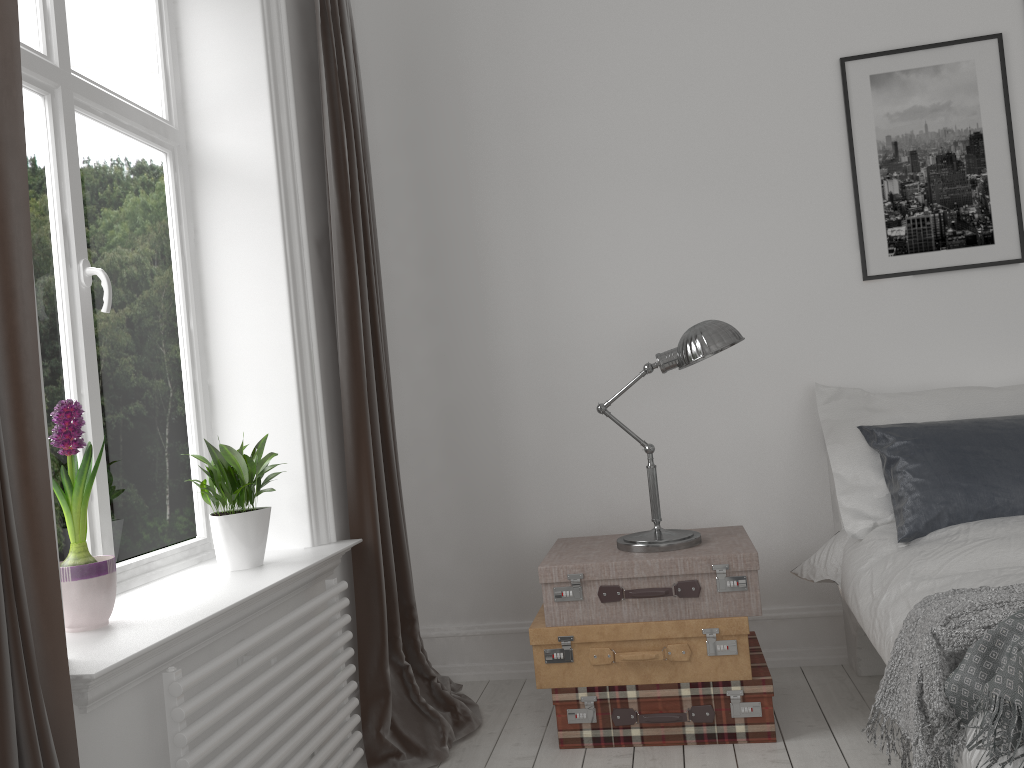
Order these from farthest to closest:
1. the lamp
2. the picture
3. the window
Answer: the picture < the lamp < the window

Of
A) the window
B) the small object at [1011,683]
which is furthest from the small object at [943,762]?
the window

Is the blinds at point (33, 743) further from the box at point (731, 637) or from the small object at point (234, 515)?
the box at point (731, 637)

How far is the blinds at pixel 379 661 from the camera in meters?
2.7

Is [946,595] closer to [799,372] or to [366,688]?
[799,372]

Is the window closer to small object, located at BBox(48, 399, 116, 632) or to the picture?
small object, located at BBox(48, 399, 116, 632)

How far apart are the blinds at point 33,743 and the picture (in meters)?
2.70

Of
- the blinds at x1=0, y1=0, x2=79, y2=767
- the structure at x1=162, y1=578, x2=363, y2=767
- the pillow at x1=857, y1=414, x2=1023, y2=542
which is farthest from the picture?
the blinds at x1=0, y1=0, x2=79, y2=767

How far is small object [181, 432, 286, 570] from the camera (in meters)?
2.36

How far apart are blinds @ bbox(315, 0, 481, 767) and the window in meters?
0.4 m
